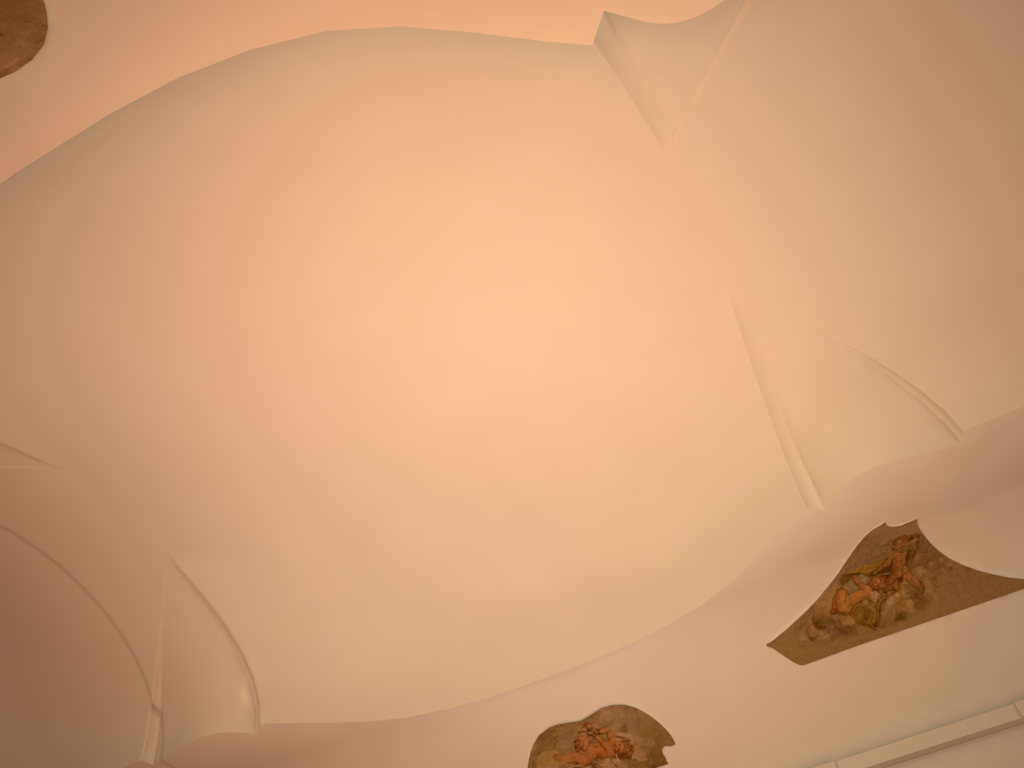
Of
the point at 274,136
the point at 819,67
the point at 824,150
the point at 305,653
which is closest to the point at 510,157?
the point at 274,136

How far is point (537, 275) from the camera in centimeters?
818cm
